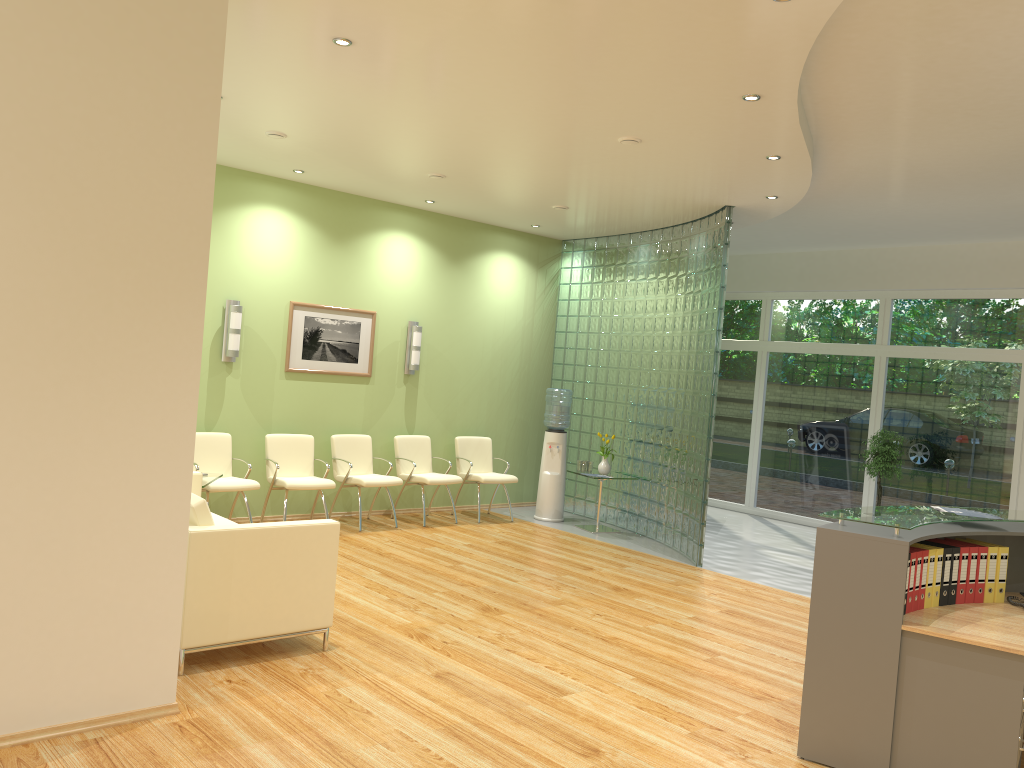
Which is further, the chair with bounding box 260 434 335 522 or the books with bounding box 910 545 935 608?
the chair with bounding box 260 434 335 522

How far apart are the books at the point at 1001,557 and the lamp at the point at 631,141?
3.4m

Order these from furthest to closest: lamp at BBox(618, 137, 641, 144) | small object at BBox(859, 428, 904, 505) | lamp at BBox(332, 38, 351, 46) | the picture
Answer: small object at BBox(859, 428, 904, 505) → the picture → lamp at BBox(618, 137, 641, 144) → lamp at BBox(332, 38, 351, 46)

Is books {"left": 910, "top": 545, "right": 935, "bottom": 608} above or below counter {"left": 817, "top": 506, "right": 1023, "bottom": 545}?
below

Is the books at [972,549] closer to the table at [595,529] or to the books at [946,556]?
the books at [946,556]

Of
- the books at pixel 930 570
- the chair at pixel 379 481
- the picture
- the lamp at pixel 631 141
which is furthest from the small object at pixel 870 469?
the books at pixel 930 570

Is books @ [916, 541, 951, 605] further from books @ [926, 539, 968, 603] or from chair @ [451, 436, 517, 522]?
chair @ [451, 436, 517, 522]

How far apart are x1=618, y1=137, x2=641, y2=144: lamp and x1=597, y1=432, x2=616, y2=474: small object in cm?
438

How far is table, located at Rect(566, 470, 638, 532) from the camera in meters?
9.7 m

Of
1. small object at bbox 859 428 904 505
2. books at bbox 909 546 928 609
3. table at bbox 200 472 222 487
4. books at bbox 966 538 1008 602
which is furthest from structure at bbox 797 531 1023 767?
small object at bbox 859 428 904 505
